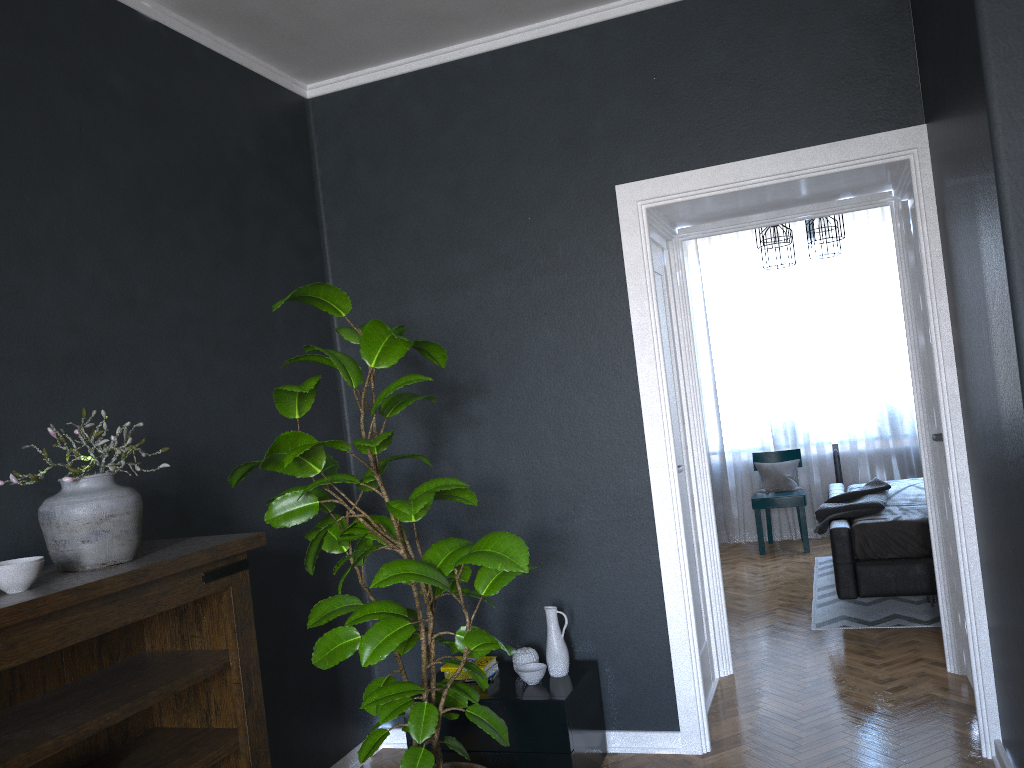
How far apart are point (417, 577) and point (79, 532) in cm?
89

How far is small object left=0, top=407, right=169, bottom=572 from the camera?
2.2 meters

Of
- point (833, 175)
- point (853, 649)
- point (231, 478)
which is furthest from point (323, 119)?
point (853, 649)

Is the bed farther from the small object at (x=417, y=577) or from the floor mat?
the small object at (x=417, y=577)

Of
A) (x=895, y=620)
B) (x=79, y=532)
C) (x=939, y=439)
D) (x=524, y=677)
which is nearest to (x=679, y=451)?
(x=939, y=439)

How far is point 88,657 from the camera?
2.5 meters

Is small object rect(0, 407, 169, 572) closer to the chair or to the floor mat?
the floor mat

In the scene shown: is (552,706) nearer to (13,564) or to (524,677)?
(524,677)

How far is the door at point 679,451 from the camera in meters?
4.2

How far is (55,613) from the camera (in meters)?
1.94
